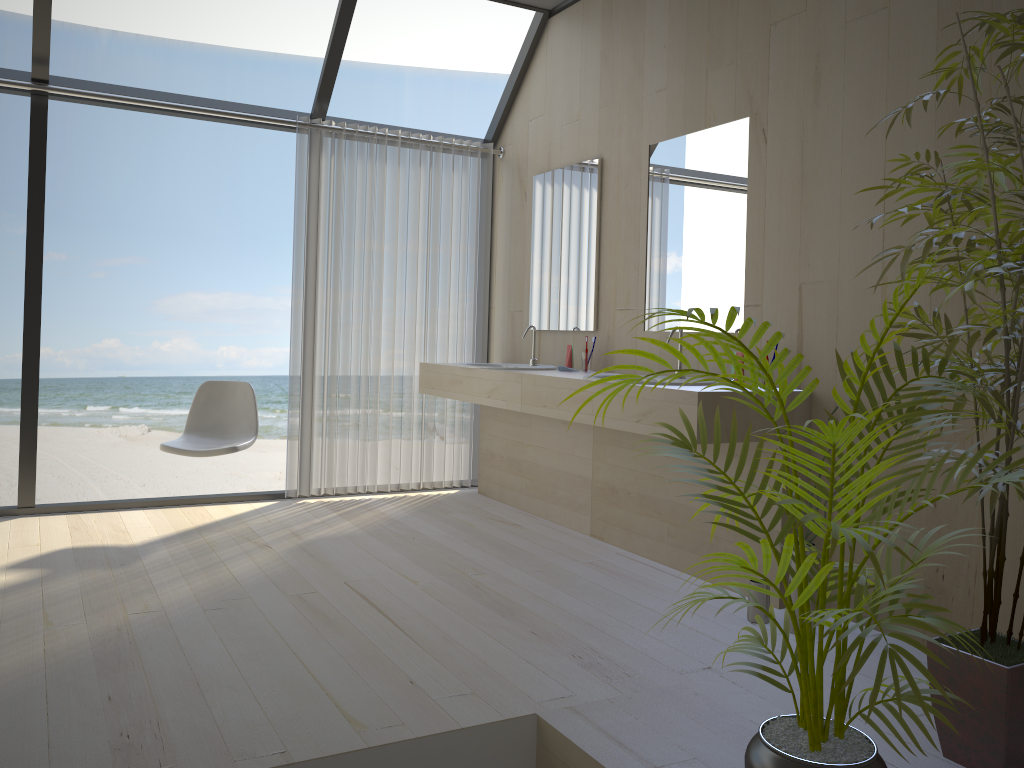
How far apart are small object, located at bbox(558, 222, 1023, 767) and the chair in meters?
2.7

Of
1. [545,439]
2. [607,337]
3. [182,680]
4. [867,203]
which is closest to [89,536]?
[182,680]

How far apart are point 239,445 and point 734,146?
2.57m

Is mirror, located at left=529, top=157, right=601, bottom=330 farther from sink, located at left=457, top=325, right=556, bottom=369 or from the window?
the window

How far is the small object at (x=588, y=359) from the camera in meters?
4.3 m

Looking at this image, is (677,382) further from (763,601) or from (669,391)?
(763,601)

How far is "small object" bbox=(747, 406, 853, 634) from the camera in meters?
3.0 m

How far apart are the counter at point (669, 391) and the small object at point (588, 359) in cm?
31

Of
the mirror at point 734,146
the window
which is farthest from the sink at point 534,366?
the window

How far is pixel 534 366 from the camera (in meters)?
4.63
